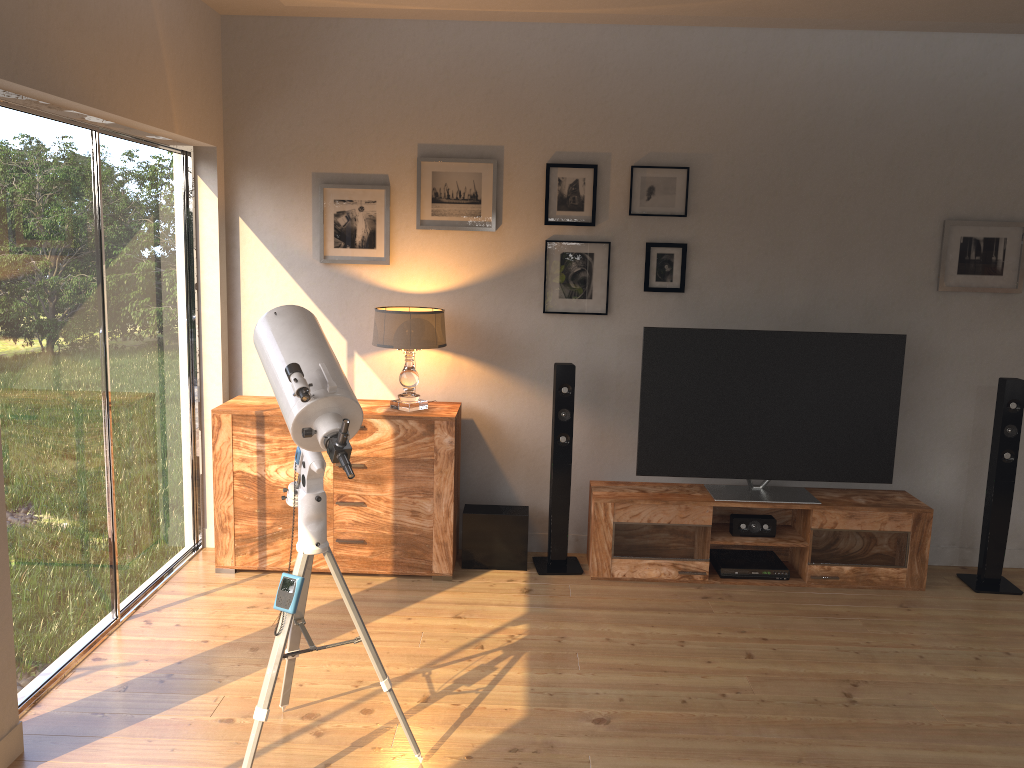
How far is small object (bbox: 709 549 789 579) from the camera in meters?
4.5 m

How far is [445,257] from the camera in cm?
469

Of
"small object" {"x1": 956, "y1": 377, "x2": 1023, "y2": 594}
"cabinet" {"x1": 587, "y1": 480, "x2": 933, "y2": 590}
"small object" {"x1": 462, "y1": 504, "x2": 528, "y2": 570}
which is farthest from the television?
"small object" {"x1": 462, "y1": 504, "x2": 528, "y2": 570}

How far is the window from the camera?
3.09m

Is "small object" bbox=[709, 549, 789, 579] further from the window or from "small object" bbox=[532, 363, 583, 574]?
the window

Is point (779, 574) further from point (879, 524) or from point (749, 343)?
point (749, 343)

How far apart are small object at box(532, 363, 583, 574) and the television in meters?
0.4

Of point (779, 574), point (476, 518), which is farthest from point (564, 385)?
point (779, 574)

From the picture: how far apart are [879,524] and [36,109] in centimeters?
412cm

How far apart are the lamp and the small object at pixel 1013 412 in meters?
2.8 m
